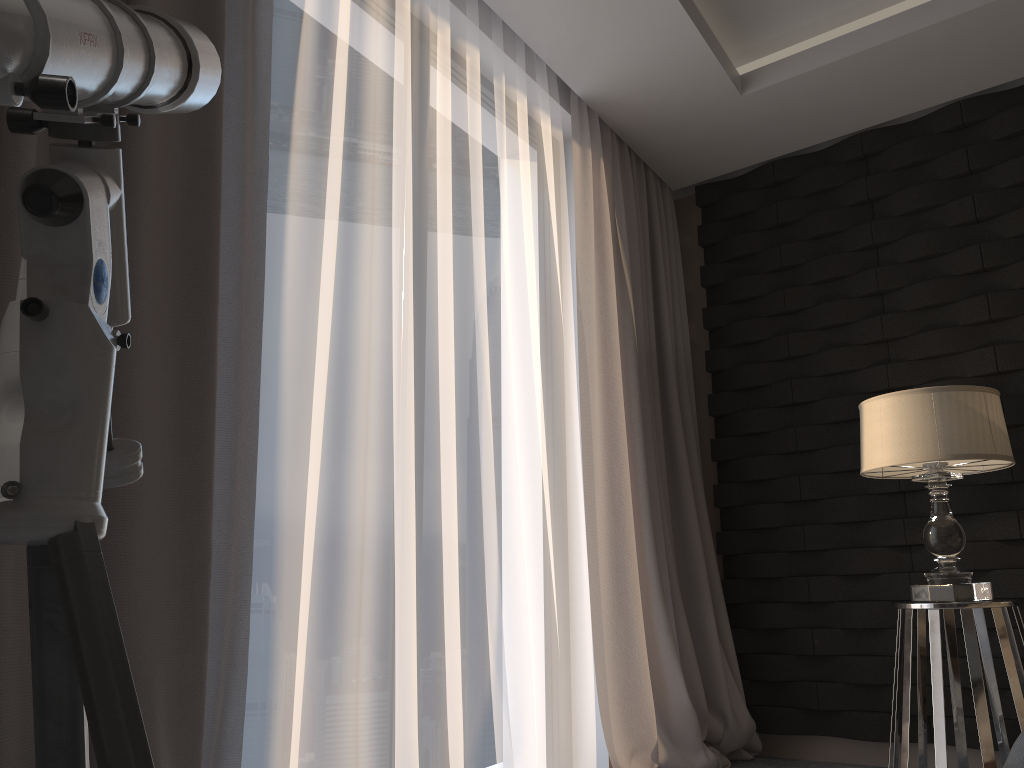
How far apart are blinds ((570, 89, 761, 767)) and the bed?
1.9m

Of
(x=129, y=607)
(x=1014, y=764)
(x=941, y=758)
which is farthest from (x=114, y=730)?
(x=941, y=758)

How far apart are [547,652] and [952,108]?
2.5 meters

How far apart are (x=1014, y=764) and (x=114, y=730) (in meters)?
1.01

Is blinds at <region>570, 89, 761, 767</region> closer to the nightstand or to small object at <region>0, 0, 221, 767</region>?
the nightstand

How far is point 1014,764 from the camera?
1.1m

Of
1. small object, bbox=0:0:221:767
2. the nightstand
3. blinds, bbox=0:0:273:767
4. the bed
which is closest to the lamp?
the nightstand

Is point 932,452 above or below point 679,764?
above

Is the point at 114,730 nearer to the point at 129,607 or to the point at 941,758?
the point at 129,607

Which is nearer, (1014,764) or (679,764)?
(1014,764)
